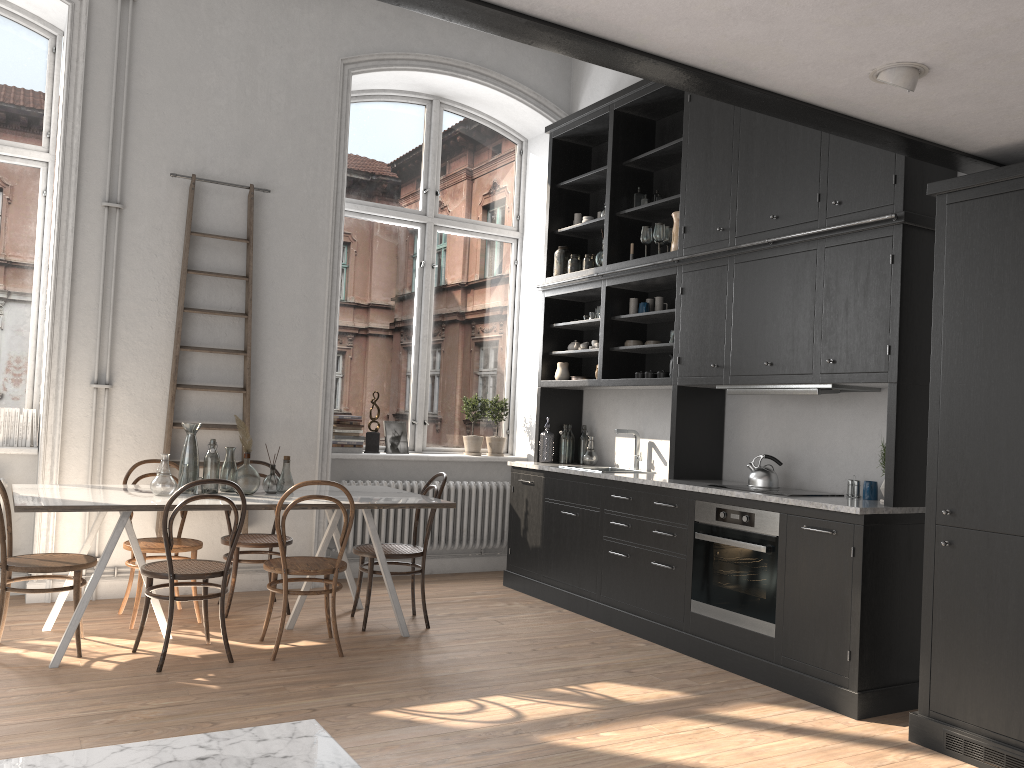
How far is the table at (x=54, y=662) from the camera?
4.17m

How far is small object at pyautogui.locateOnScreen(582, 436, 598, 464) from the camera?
6.7m

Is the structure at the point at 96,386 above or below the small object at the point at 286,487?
above

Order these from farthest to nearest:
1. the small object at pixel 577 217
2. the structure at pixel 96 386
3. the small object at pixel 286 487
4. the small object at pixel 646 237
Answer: the small object at pixel 577 217, the small object at pixel 646 237, the structure at pixel 96 386, the small object at pixel 286 487

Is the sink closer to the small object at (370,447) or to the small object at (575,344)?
the small object at (575,344)

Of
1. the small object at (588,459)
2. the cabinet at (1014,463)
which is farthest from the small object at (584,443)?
the cabinet at (1014,463)

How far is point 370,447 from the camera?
6.90m

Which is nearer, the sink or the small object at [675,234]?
the small object at [675,234]

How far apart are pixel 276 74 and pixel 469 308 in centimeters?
241cm

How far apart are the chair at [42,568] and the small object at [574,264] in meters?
3.8 m
